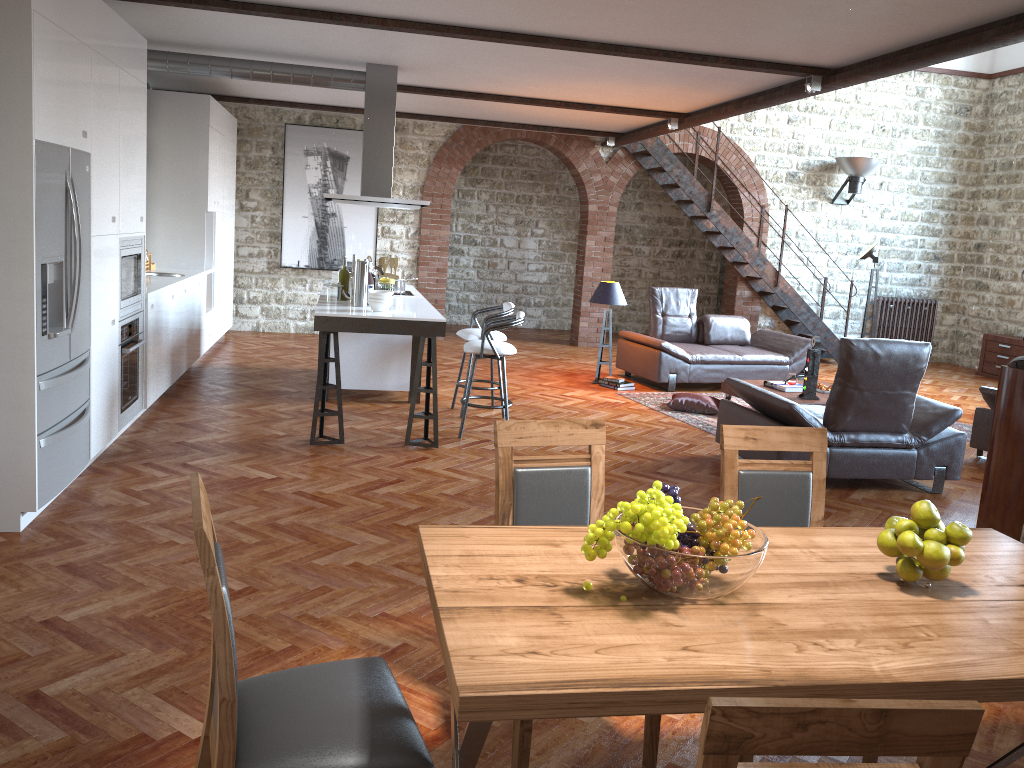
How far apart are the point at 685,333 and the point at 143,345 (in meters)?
6.12

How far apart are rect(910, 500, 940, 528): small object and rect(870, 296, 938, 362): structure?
12.0m

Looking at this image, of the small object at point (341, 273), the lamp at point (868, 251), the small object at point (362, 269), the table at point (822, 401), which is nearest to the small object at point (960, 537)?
the small object at point (362, 269)

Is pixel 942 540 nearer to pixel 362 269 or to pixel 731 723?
pixel 731 723

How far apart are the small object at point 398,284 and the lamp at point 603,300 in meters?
2.4

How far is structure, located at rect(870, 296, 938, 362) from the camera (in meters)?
13.33

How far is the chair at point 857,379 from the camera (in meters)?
5.79

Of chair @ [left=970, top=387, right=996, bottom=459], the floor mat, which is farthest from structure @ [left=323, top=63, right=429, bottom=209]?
chair @ [left=970, top=387, right=996, bottom=459]

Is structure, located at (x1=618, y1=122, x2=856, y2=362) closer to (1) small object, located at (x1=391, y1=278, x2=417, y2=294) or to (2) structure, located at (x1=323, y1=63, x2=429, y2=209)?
(2) structure, located at (x1=323, y1=63, x2=429, y2=209)

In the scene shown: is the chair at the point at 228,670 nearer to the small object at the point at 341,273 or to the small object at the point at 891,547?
the small object at the point at 891,547
